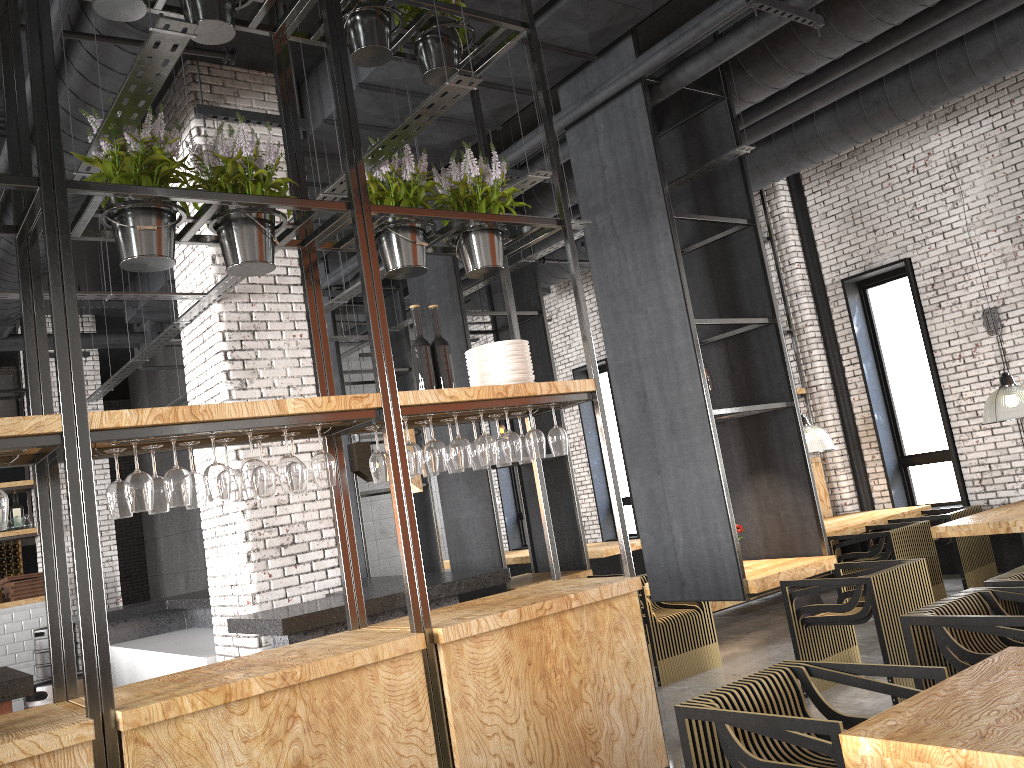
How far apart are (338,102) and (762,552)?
4.7m

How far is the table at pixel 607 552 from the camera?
10.6 meters

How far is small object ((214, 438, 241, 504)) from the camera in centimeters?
368cm

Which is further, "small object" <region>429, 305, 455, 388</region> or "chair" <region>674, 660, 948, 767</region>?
"small object" <region>429, 305, 455, 388</region>

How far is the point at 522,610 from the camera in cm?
385

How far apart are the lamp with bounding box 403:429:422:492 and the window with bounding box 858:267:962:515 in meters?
6.3

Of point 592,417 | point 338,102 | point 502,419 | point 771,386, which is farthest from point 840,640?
point 592,417

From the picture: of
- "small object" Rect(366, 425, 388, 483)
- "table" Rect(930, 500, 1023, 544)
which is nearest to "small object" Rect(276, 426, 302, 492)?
"small object" Rect(366, 425, 388, 483)

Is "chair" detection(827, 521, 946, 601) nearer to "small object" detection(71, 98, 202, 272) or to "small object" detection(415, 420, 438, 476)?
"small object" detection(415, 420, 438, 476)

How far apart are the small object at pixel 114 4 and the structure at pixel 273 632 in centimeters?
295cm
